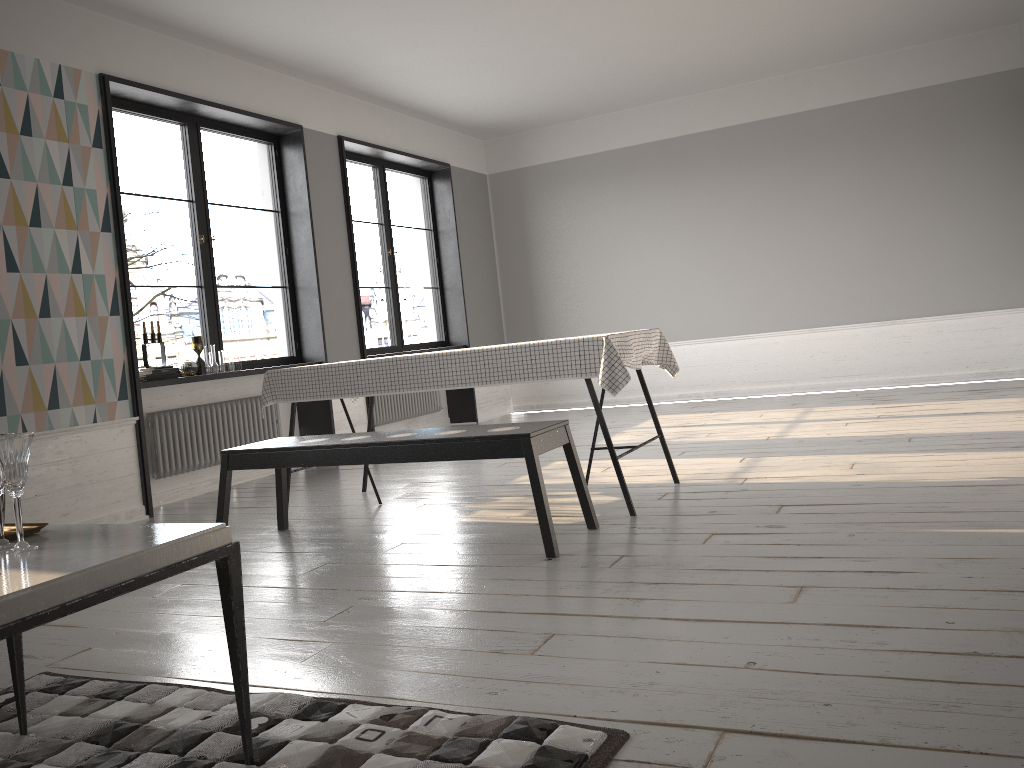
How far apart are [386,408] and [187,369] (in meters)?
2.42

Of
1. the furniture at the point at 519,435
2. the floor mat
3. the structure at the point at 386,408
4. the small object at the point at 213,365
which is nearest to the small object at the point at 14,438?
the floor mat

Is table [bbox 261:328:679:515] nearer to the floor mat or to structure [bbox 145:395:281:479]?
structure [bbox 145:395:281:479]

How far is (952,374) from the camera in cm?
780

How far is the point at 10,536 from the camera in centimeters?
186cm

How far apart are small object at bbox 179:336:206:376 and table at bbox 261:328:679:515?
1.36m

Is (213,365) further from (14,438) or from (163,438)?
(14,438)

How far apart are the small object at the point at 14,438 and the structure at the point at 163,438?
3.9 meters

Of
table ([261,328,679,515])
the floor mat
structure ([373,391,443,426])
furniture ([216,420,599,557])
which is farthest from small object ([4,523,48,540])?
structure ([373,391,443,426])

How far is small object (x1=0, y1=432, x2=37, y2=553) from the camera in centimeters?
172cm
